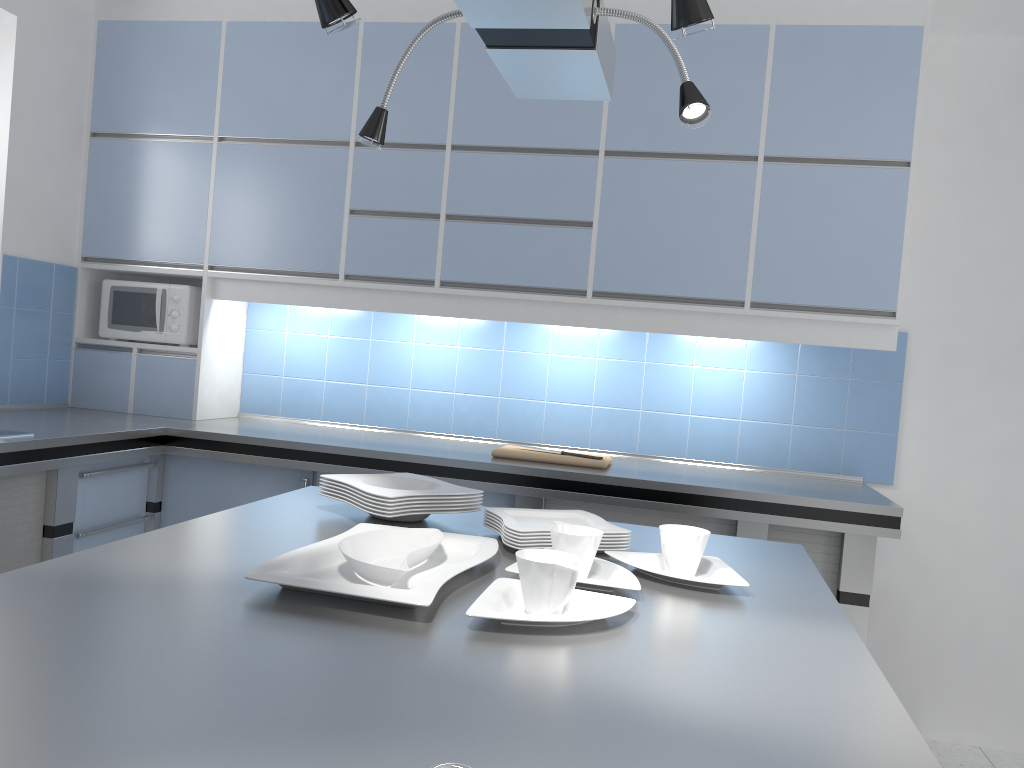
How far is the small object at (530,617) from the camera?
1.2m

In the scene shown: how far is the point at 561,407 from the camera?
3.7m

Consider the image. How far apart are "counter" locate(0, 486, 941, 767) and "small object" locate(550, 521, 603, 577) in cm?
8

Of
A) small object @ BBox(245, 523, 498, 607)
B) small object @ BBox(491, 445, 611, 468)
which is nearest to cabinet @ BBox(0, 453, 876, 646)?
small object @ BBox(491, 445, 611, 468)

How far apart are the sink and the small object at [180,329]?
1.08m

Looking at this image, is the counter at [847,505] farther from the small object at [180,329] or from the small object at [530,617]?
the small object at [530,617]

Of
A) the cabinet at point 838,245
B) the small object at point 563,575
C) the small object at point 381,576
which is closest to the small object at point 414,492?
the small object at point 381,576

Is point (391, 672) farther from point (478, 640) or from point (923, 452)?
point (923, 452)

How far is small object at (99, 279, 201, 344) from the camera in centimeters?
372cm

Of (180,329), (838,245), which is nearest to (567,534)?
(838,245)
